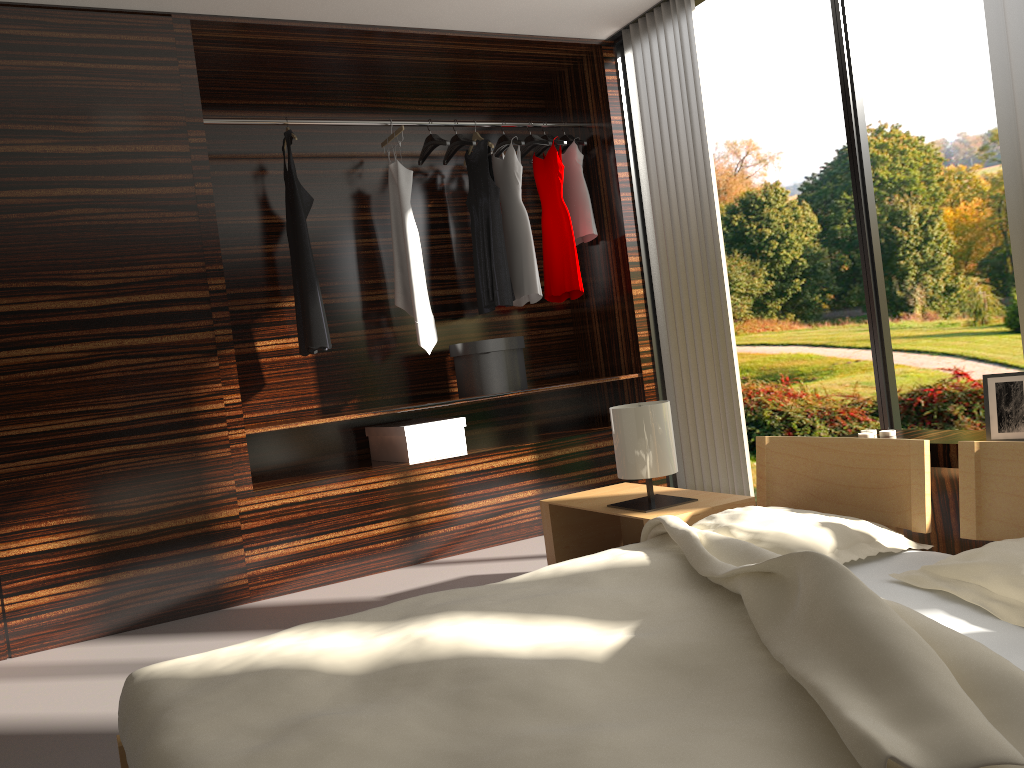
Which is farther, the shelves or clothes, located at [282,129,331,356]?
clothes, located at [282,129,331,356]

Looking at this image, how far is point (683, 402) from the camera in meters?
4.3

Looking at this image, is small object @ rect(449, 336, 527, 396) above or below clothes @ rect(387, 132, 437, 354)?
below

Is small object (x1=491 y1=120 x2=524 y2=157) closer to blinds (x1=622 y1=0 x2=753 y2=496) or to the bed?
blinds (x1=622 y1=0 x2=753 y2=496)

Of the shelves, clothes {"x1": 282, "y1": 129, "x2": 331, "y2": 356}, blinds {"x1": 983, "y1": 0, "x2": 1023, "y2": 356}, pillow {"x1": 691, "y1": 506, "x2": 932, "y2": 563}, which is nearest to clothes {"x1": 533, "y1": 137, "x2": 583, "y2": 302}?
the shelves

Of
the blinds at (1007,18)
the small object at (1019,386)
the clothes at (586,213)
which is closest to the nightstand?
the small object at (1019,386)

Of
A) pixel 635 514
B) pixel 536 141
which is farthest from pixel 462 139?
pixel 635 514

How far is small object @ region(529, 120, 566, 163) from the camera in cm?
470

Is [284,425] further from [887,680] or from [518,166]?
[887,680]

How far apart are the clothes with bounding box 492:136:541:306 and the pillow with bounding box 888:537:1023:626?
2.9m
